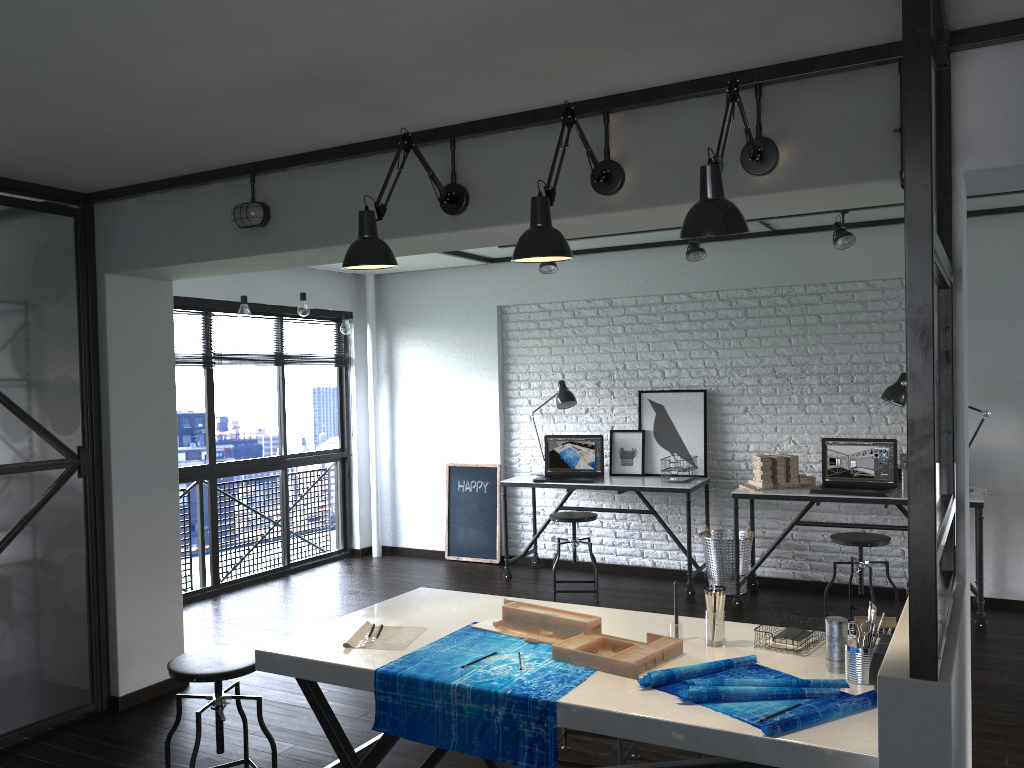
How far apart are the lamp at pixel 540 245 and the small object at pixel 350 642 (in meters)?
1.11

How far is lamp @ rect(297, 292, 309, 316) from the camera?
5.90m

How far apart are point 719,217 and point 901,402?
3.7 meters

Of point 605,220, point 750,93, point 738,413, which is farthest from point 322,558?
point 750,93

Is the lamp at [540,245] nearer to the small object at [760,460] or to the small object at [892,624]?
the small object at [892,624]

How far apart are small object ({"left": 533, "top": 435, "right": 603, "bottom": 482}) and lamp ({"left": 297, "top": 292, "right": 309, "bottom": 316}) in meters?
1.9

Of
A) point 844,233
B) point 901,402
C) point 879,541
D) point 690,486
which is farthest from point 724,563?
point 844,233

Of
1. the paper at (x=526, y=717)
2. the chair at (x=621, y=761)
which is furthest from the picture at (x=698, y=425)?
the paper at (x=526, y=717)

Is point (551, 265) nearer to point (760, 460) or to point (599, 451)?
point (599, 451)

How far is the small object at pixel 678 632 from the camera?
2.44m
